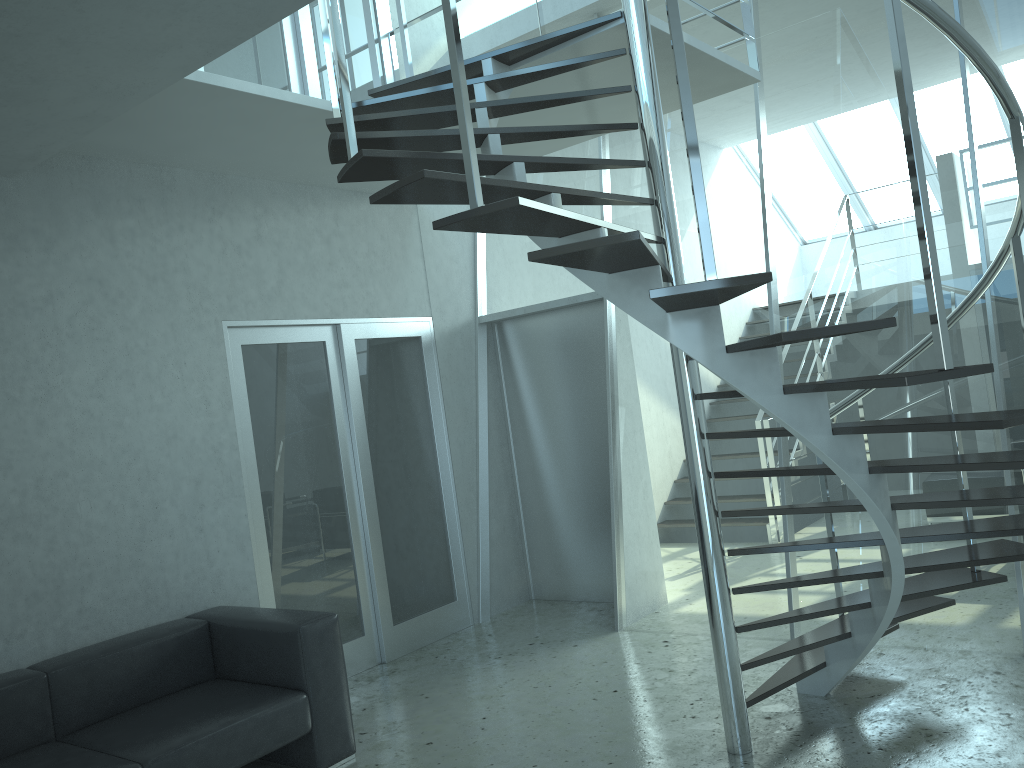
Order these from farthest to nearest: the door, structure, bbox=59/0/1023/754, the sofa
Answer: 1. the door
2. the sofa
3. structure, bbox=59/0/1023/754

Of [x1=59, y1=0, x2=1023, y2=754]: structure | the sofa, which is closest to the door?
the sofa

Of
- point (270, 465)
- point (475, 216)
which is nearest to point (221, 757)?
point (270, 465)

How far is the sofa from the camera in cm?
345

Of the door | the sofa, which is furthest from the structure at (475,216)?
the sofa

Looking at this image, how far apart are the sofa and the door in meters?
0.5

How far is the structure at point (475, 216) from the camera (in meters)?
2.50

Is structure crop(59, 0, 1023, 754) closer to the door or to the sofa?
the door

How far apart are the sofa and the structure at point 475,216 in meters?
1.6 m

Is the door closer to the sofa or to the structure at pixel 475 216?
the sofa
